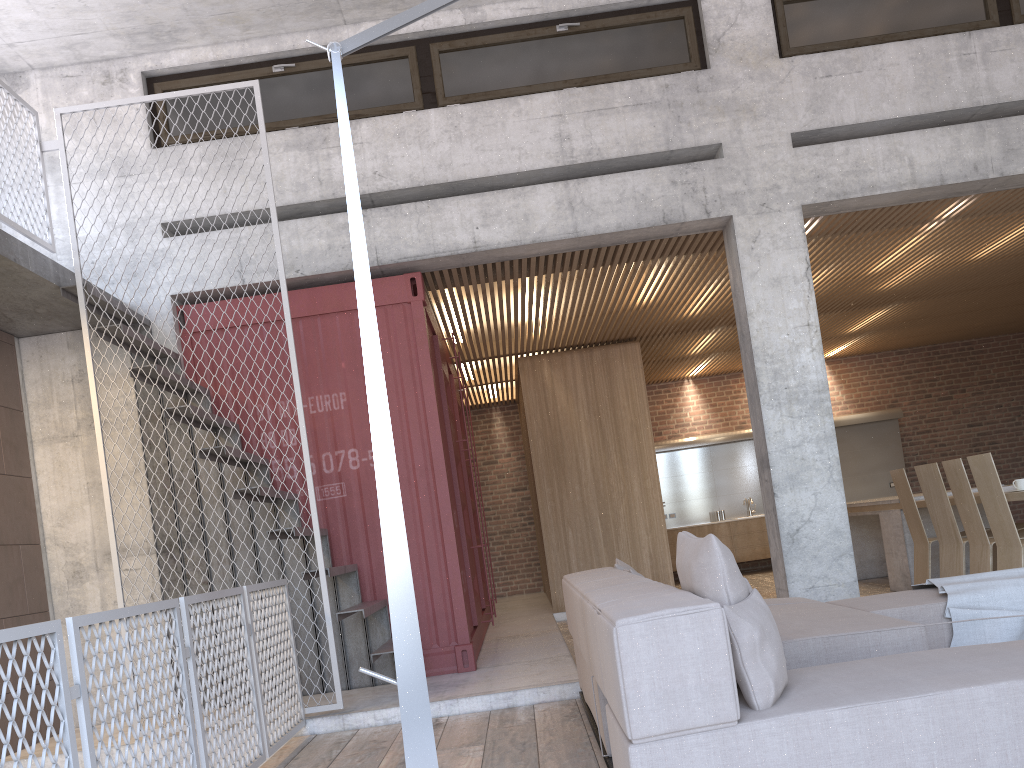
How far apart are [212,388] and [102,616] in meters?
2.8

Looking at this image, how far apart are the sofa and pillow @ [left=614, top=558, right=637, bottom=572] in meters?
0.1 m

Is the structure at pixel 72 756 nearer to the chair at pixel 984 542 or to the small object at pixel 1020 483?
the chair at pixel 984 542

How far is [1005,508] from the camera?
5.97m

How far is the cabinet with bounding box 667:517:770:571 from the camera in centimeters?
1317cm

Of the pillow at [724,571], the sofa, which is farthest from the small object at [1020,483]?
the pillow at [724,571]

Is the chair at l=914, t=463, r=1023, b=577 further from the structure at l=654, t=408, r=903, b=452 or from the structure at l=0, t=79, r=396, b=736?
the structure at l=654, t=408, r=903, b=452

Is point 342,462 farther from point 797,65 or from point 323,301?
point 797,65

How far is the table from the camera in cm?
824

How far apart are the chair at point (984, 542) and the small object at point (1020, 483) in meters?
0.4
